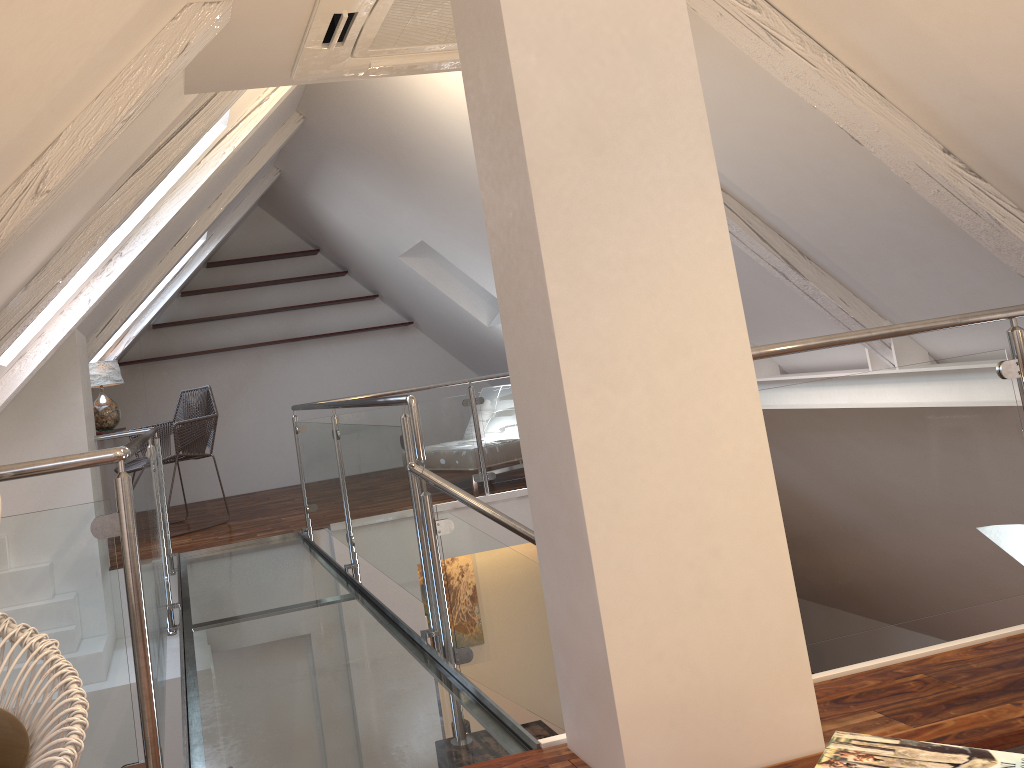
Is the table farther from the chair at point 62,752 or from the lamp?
the lamp

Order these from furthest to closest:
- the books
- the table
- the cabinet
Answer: the cabinet → the table → the books

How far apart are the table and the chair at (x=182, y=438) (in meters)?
5.10

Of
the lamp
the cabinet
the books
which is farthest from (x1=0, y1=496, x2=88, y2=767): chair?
the cabinet

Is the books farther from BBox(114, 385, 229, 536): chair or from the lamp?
the lamp

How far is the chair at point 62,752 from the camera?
1.2 meters

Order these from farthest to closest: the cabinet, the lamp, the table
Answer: the cabinet, the lamp, the table

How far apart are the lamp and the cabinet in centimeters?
27cm

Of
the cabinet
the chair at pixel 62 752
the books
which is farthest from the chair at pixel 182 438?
the books

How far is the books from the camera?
0.97m
